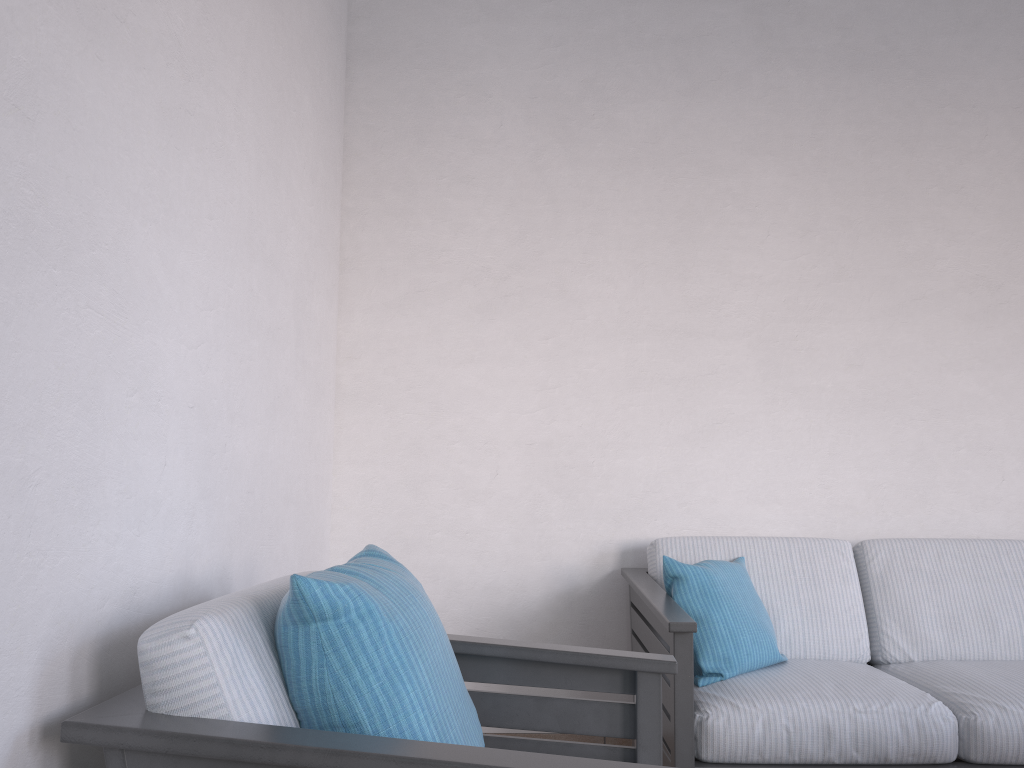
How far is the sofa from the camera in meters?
2.2 m

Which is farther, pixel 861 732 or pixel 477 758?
pixel 861 732

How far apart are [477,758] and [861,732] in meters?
1.5

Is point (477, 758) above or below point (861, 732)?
above

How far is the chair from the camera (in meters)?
1.03

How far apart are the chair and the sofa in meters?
0.5 m

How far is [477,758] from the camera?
1.0 meters

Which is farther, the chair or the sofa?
the sofa

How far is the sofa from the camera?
2.2 meters
